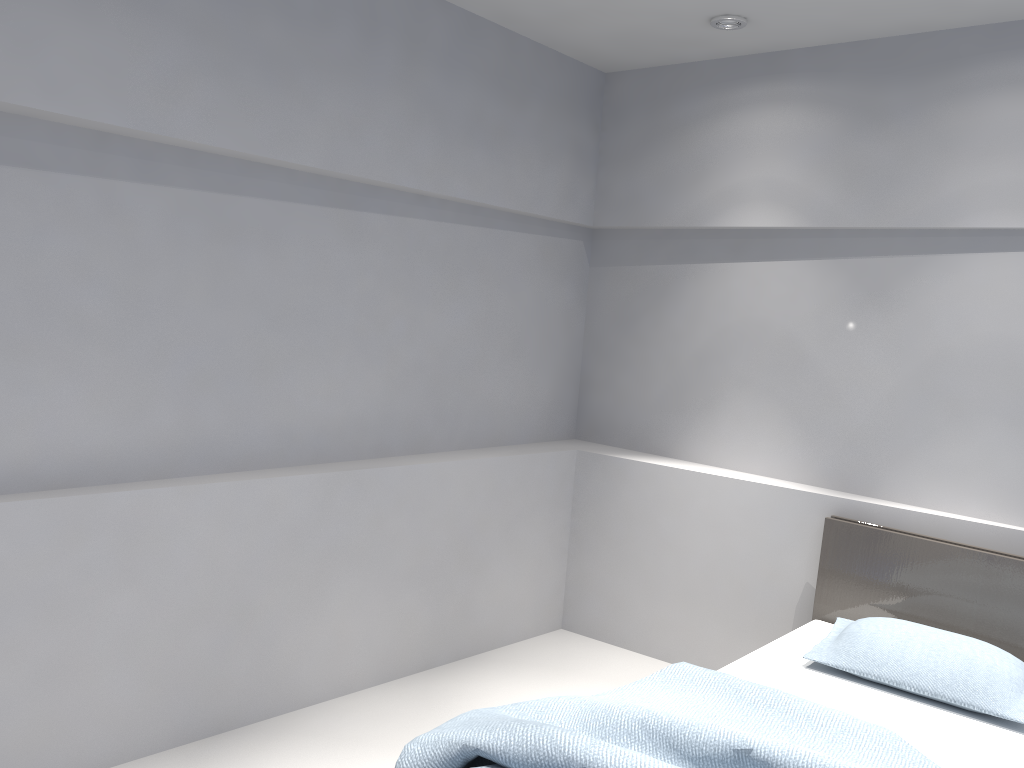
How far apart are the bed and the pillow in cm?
3

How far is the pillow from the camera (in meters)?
2.73

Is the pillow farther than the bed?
Yes

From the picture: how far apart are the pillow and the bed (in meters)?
0.03

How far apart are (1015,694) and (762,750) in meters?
1.2 m

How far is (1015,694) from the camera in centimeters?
273cm

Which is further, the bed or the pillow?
the pillow

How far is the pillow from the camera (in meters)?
2.73

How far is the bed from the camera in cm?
210
